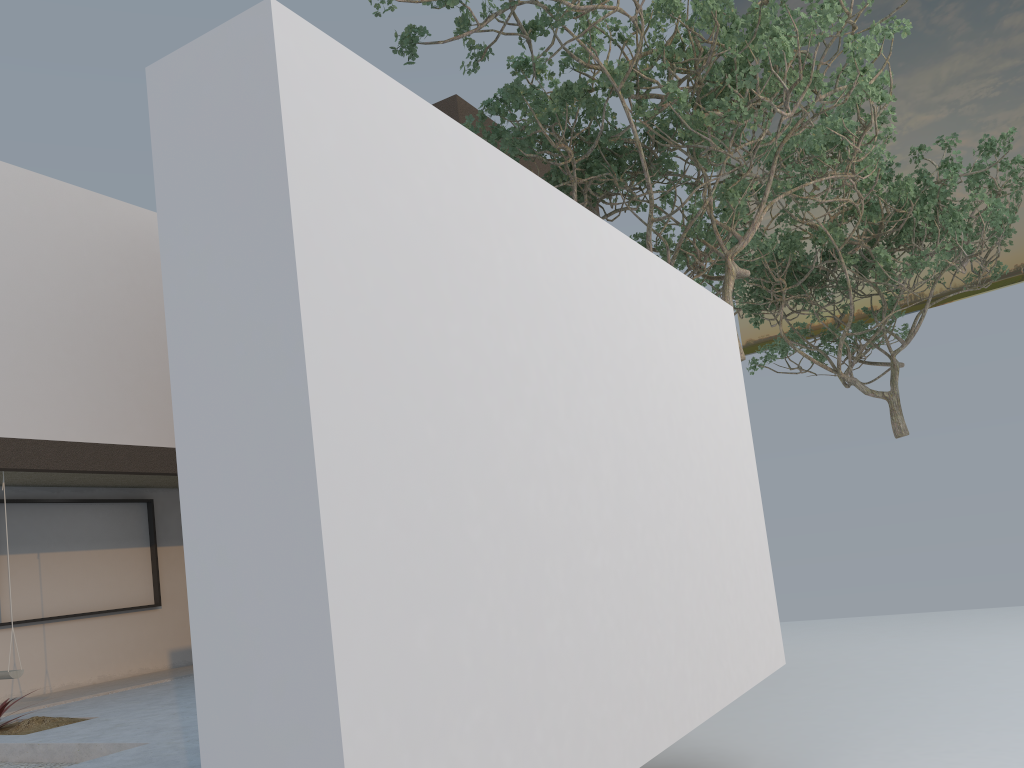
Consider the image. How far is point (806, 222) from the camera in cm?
1163

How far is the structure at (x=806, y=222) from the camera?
11.63m

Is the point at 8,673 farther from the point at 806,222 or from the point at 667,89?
the point at 806,222

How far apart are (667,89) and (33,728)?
6.35m

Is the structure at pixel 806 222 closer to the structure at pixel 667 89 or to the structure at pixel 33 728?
the structure at pixel 667 89

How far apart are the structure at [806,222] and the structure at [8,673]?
8.5 meters

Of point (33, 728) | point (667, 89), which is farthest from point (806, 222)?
point (33, 728)

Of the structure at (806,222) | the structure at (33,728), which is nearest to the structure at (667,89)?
the structure at (806,222)

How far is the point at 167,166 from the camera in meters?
2.5

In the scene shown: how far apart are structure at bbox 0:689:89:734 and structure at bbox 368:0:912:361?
5.3m
